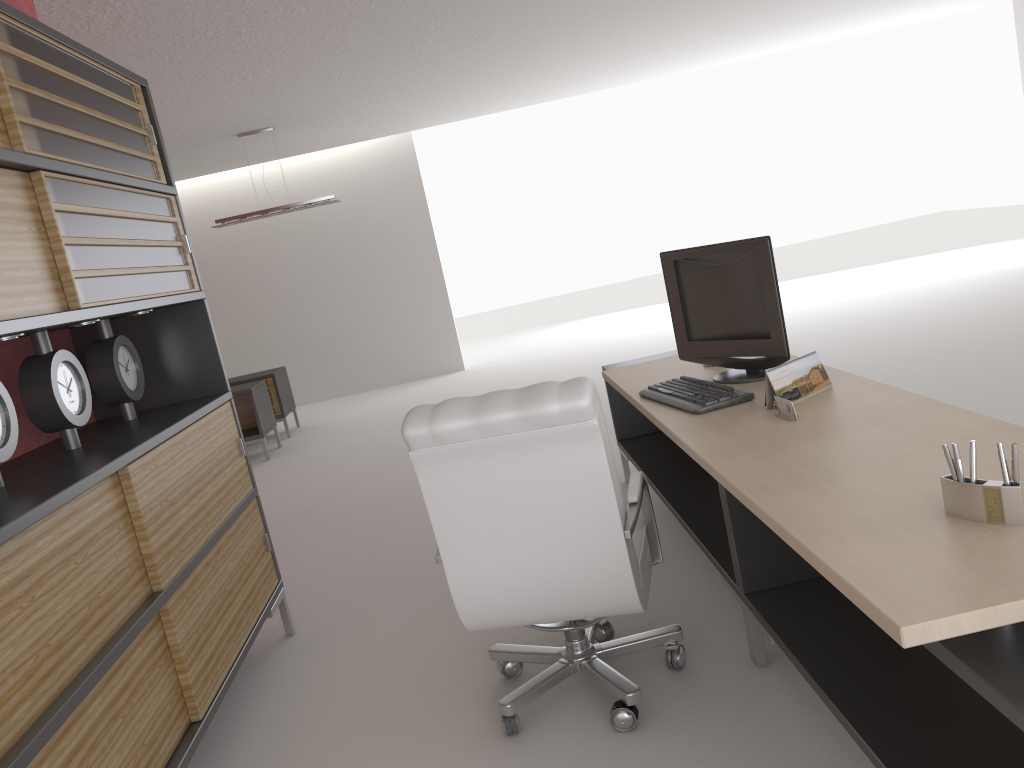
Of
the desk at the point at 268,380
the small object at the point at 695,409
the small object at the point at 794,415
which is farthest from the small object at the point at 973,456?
the desk at the point at 268,380

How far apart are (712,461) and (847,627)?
0.94m

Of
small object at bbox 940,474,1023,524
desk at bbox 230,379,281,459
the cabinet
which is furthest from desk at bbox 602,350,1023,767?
desk at bbox 230,379,281,459

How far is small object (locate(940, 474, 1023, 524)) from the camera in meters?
2.4 m

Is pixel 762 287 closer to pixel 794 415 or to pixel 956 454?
pixel 794 415

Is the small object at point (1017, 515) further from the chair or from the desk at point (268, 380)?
the desk at point (268, 380)

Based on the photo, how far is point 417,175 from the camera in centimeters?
1673cm

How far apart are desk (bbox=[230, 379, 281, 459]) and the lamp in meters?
2.4 m

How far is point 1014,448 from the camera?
Result: 2.4 meters

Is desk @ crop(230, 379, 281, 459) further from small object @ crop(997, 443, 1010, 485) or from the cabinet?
small object @ crop(997, 443, 1010, 485)
